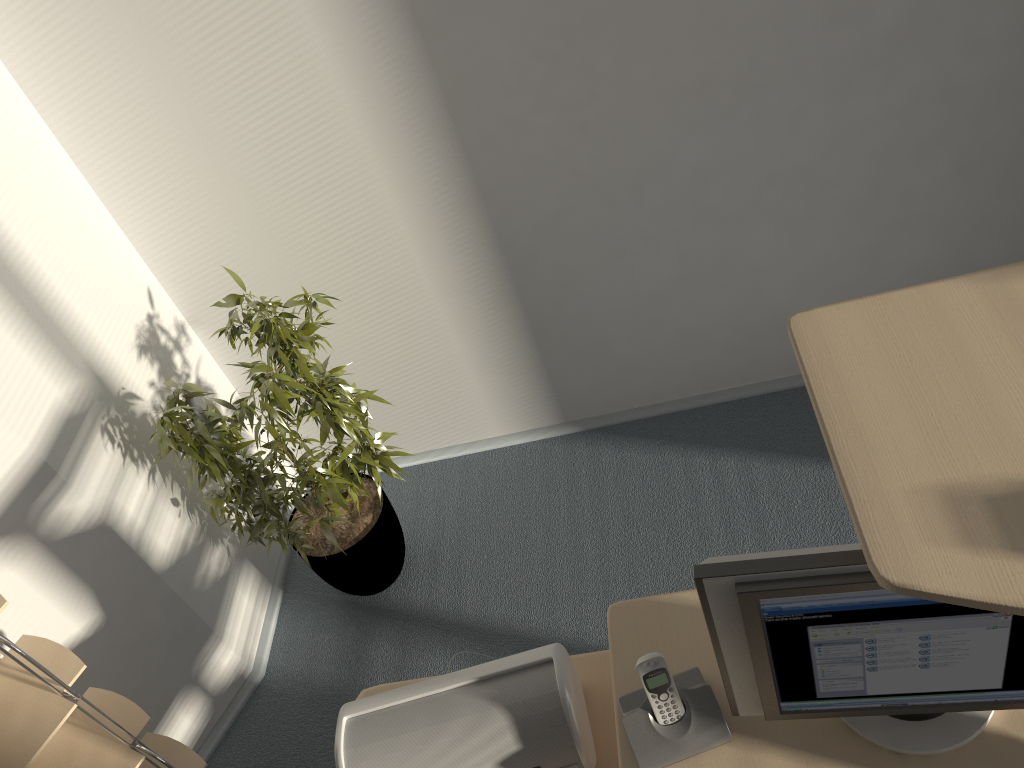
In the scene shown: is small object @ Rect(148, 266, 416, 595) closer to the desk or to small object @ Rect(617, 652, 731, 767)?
the desk

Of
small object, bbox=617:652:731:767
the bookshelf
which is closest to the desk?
small object, bbox=617:652:731:767

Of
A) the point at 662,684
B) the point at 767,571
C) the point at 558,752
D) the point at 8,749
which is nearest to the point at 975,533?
the point at 767,571

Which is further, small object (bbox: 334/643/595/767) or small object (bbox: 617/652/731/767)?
small object (bbox: 334/643/595/767)

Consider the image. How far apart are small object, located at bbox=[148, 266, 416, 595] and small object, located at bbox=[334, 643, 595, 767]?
0.8 meters

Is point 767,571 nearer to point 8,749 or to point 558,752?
point 558,752

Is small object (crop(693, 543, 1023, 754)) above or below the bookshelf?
above

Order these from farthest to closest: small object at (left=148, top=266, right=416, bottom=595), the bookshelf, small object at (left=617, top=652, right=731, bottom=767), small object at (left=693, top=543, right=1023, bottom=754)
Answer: small object at (left=148, top=266, right=416, bottom=595)
the bookshelf
small object at (left=617, top=652, right=731, bottom=767)
small object at (left=693, top=543, right=1023, bottom=754)

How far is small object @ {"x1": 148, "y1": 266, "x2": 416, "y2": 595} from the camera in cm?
231

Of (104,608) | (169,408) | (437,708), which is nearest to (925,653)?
(437,708)
